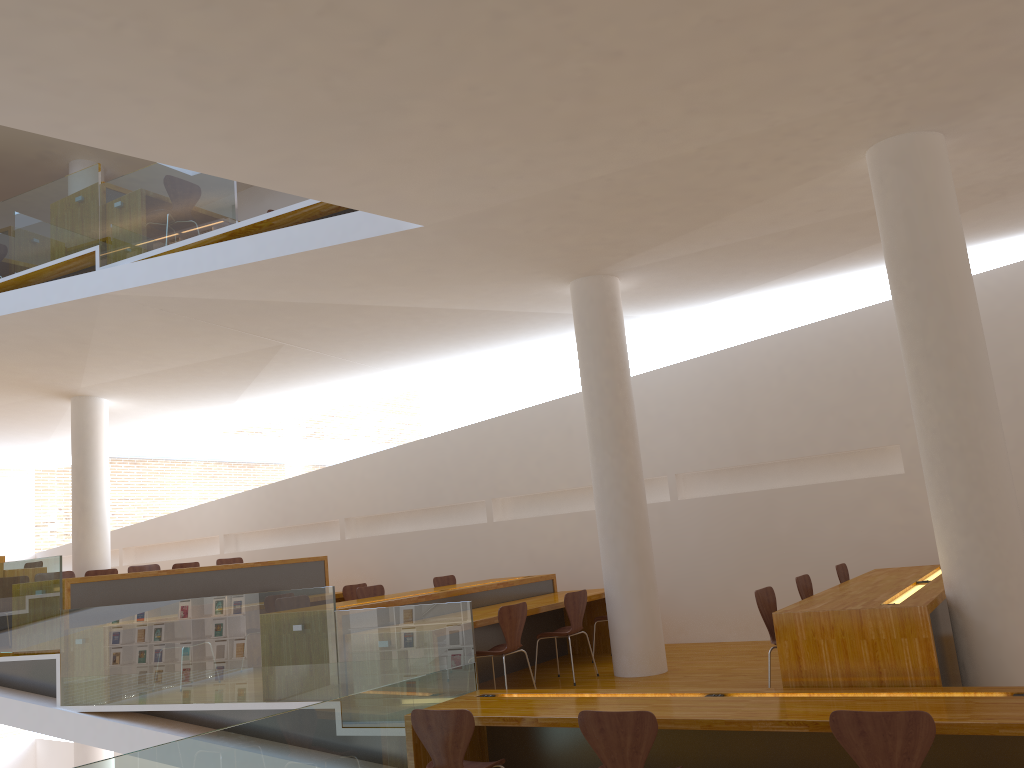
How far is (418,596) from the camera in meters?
7.0 m

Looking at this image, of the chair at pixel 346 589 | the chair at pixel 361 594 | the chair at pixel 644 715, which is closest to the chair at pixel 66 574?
the chair at pixel 346 589

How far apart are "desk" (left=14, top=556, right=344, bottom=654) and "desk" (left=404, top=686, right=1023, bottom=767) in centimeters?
405cm

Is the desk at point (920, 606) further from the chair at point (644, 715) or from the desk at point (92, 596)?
the desk at point (92, 596)

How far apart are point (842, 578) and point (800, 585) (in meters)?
1.18

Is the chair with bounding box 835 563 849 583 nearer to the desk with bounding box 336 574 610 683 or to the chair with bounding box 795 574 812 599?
the chair with bounding box 795 574 812 599

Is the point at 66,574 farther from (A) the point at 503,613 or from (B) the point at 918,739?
(B) the point at 918,739

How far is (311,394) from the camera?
11.4m

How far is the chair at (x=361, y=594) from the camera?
8.1m

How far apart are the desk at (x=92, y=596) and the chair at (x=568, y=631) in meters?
3.2
